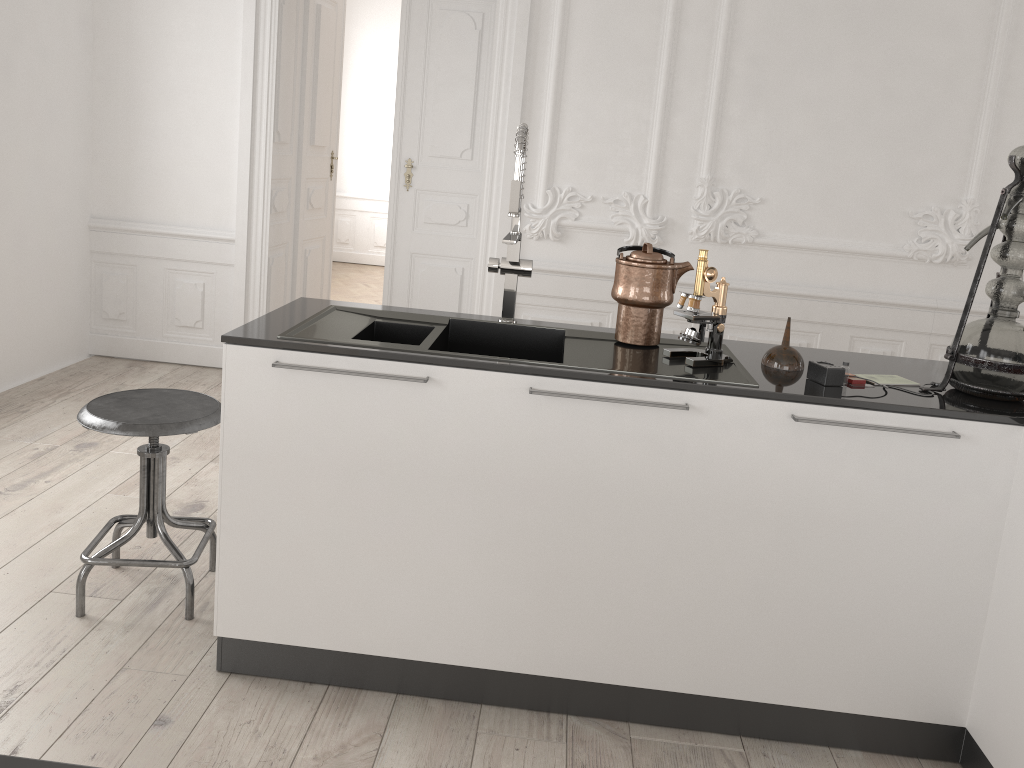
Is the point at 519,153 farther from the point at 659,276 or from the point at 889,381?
the point at 889,381

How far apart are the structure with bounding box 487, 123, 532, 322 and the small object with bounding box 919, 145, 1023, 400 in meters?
1.1 m

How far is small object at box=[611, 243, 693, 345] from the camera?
2.39m

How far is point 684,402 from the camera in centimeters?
208cm

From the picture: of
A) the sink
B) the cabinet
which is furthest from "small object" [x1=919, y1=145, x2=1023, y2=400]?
the sink

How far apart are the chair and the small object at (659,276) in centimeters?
117cm

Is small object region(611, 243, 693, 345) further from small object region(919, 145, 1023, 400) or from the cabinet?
small object region(919, 145, 1023, 400)

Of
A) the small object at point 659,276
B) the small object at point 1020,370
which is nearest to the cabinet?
the small object at point 1020,370

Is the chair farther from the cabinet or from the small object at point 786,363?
the small object at point 786,363

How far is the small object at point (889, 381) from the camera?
2.26m
